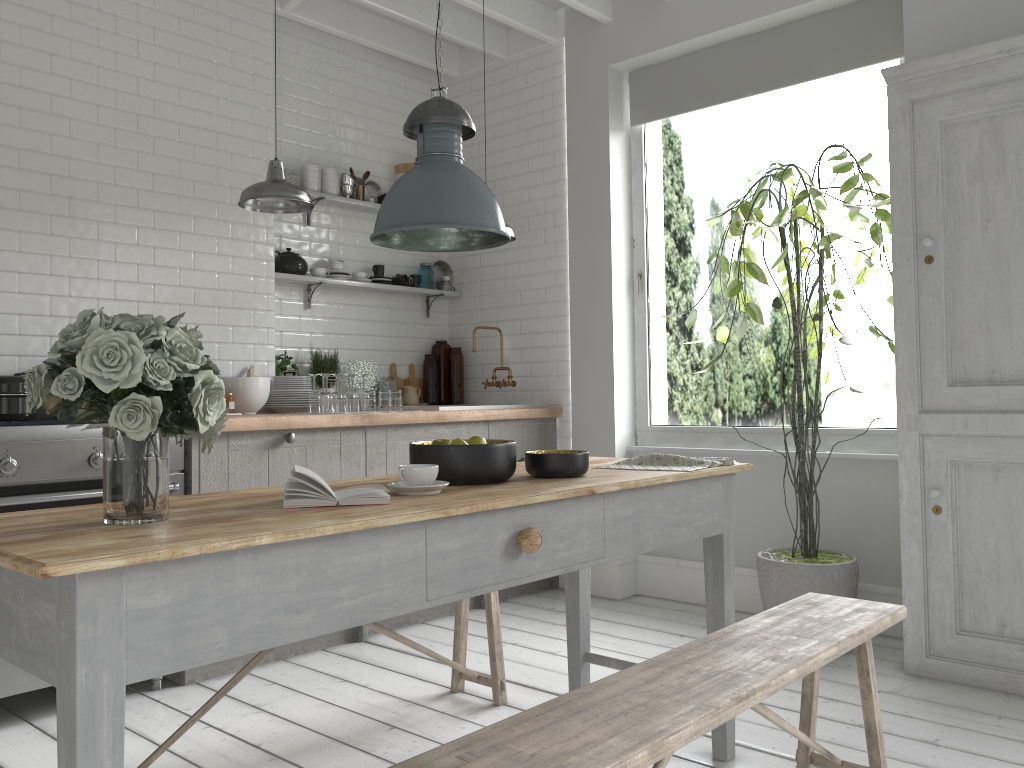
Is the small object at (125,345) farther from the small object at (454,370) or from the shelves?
the small object at (454,370)

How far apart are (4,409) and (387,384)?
2.81m

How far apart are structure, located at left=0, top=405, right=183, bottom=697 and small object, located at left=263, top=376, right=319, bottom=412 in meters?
1.2 m

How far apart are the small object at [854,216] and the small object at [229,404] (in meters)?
2.73

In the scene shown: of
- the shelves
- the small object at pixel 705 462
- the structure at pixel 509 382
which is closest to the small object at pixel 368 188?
the shelves

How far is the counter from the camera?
4.6m

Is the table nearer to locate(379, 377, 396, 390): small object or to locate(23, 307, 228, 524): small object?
locate(23, 307, 228, 524): small object

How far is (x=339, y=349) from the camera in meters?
6.5 m

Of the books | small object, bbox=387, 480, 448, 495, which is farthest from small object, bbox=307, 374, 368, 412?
the books

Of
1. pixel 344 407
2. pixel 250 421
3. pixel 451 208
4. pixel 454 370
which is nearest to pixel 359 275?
pixel 454 370
